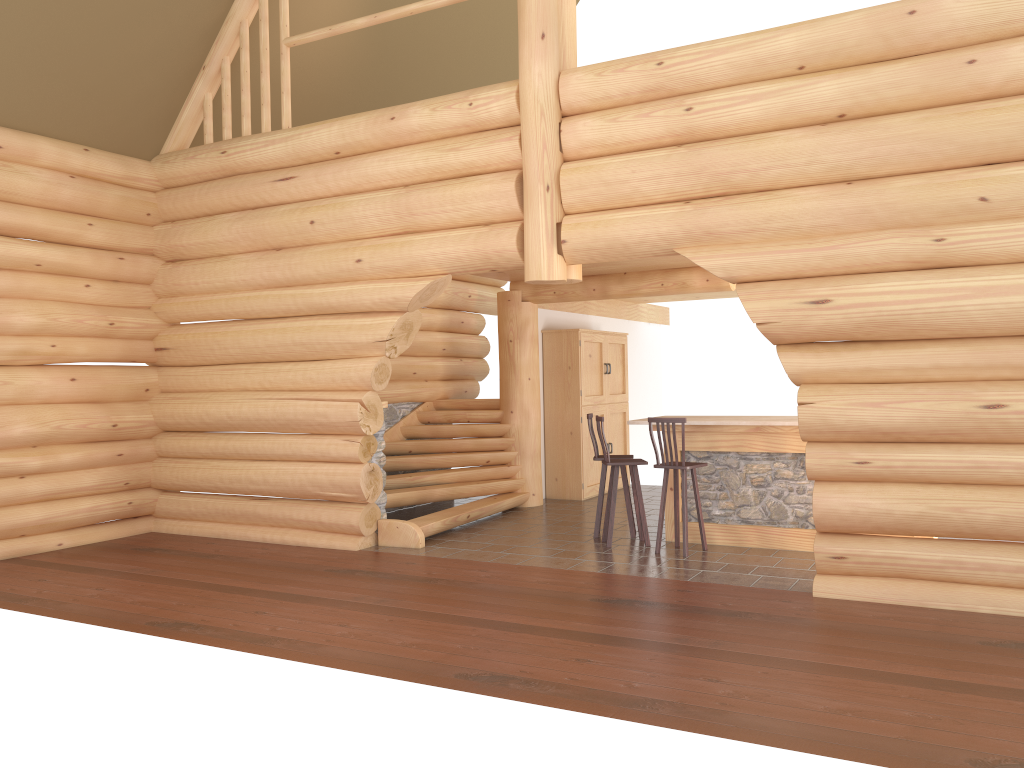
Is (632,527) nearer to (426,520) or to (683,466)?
(683,466)

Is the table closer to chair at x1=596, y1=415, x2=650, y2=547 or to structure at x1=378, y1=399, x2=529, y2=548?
chair at x1=596, y1=415, x2=650, y2=547

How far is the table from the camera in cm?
861

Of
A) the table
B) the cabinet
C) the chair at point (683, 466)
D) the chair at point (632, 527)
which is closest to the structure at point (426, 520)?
the cabinet

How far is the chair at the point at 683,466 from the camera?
8.40m

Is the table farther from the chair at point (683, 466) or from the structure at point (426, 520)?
the structure at point (426, 520)

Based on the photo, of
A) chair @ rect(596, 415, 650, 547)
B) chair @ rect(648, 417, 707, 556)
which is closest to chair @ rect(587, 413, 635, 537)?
chair @ rect(596, 415, 650, 547)

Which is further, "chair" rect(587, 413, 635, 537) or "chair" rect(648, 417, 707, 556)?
"chair" rect(587, 413, 635, 537)

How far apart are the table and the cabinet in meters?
3.3

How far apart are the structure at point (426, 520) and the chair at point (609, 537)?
1.8 meters
